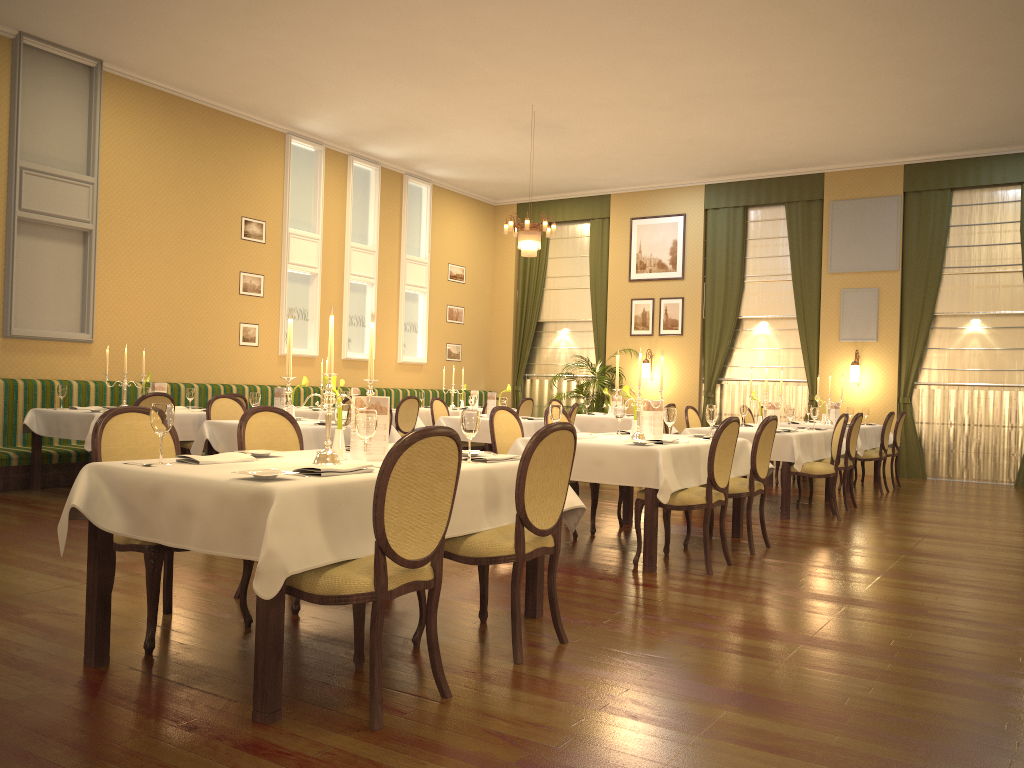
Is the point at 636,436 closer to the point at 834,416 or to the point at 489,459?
the point at 489,459

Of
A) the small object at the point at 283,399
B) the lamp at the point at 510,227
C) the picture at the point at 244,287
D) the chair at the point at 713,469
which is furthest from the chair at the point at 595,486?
the picture at the point at 244,287

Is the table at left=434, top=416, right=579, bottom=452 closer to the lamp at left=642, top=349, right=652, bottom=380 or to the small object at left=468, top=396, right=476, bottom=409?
the small object at left=468, top=396, right=476, bottom=409

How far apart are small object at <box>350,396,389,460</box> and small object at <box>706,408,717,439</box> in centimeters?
320cm

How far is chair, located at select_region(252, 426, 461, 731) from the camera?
2.8m

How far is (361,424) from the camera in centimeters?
→ 335cm

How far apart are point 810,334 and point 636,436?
8.0 meters

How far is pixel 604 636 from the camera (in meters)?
3.91

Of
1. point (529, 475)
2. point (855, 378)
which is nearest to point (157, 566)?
point (529, 475)

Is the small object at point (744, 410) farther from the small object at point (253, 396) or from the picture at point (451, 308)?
the picture at point (451, 308)
